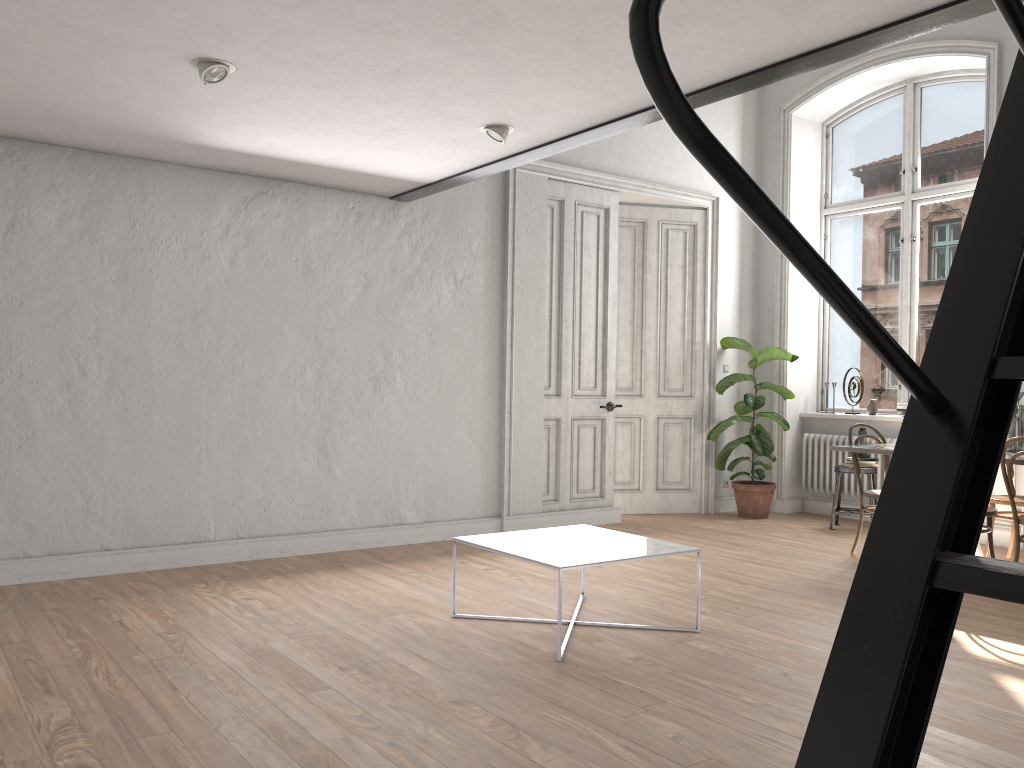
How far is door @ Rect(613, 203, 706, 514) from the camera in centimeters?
804cm

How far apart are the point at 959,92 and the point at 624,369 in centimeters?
367cm

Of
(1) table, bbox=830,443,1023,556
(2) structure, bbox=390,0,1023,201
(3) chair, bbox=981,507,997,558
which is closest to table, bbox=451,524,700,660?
(2) structure, bbox=390,0,1023,201

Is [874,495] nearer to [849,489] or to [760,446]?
[760,446]

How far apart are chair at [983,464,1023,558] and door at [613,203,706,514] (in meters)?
2.70

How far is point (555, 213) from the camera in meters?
7.2

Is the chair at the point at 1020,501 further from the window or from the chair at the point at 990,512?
the window

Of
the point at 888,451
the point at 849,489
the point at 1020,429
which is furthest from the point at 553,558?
the point at 849,489

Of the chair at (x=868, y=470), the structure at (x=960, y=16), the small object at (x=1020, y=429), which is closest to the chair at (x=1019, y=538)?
the small object at (x=1020, y=429)

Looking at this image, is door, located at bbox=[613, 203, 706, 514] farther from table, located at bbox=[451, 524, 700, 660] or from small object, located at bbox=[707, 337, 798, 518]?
table, located at bbox=[451, 524, 700, 660]
